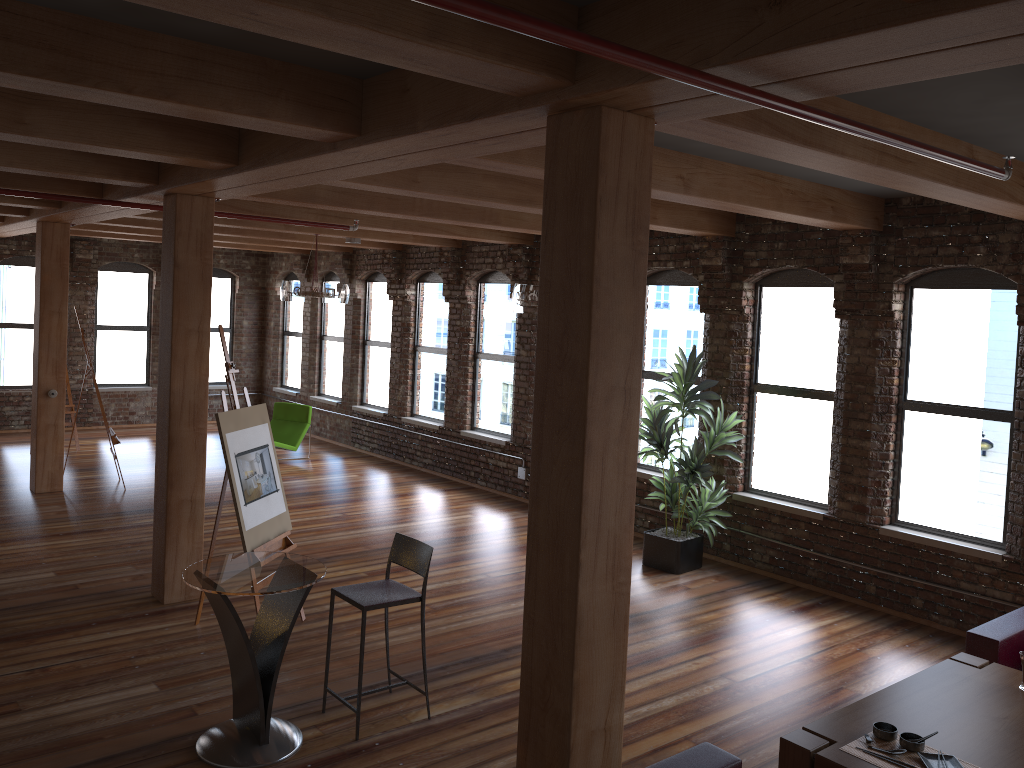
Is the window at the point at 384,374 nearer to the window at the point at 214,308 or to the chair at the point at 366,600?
the window at the point at 214,308

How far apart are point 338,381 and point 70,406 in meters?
4.0 m

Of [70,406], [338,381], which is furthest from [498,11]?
[338,381]

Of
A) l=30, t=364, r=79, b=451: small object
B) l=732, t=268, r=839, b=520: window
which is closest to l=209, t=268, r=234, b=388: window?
l=30, t=364, r=79, b=451: small object

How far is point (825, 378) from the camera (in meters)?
7.94

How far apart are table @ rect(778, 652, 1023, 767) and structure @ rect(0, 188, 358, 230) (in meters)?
6.12

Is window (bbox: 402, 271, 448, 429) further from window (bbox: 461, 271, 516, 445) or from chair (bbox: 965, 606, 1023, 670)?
chair (bbox: 965, 606, 1023, 670)

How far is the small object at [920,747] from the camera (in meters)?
3.78

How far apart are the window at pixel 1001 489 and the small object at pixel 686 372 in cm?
135

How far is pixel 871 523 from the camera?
7.5m
